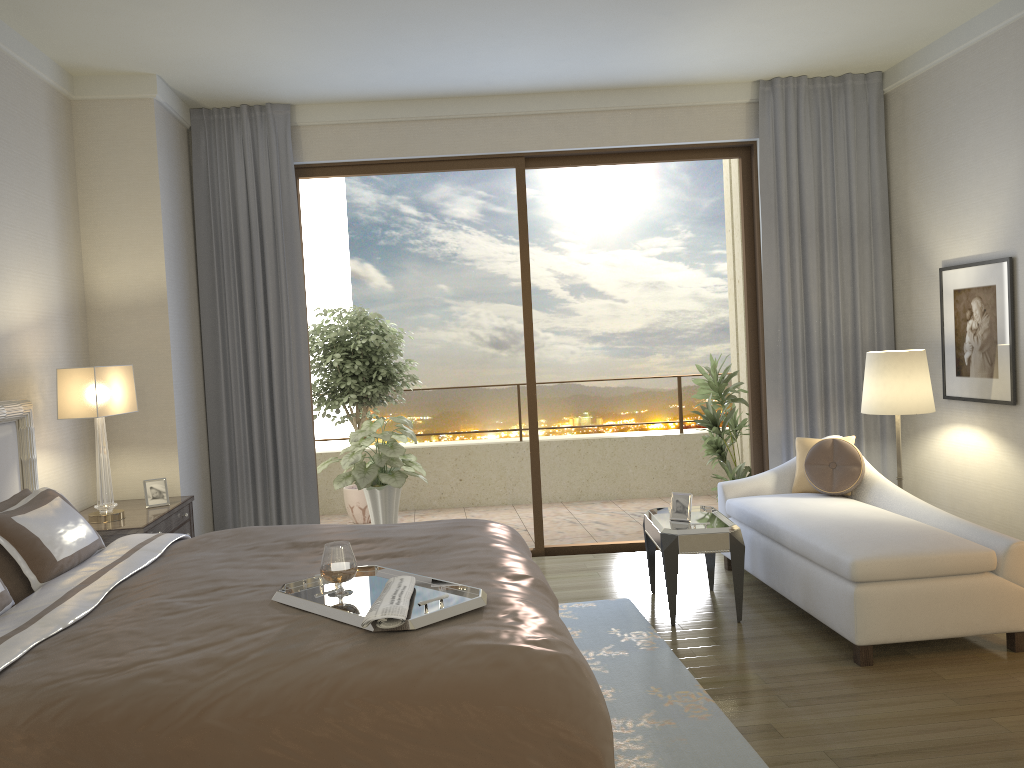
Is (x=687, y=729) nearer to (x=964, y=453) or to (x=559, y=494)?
(x=964, y=453)

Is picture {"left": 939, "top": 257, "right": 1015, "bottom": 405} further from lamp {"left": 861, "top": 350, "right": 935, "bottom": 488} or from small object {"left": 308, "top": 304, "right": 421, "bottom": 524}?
small object {"left": 308, "top": 304, "right": 421, "bottom": 524}

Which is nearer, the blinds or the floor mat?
the floor mat

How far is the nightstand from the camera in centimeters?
418cm

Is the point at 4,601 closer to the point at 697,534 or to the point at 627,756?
the point at 627,756

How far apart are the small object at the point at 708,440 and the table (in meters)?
1.58

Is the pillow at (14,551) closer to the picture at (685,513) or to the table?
the table

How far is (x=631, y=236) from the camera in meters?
10.2 m

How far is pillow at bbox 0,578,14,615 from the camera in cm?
272

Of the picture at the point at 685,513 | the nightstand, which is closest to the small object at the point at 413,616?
the nightstand
